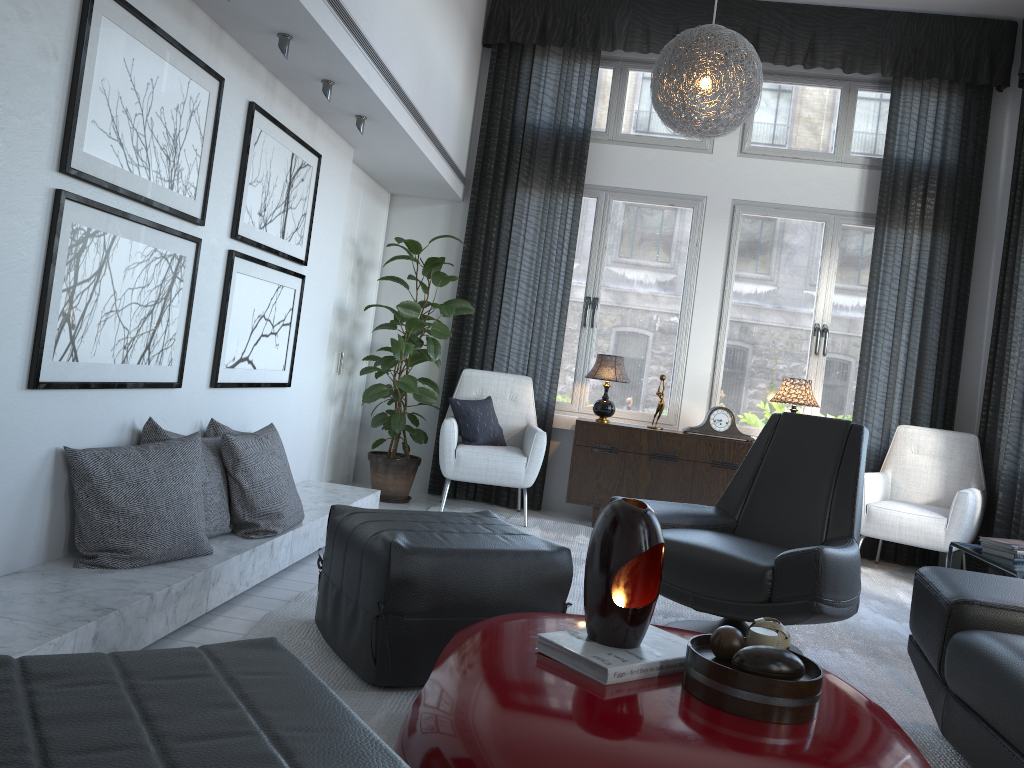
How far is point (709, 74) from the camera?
3.83m

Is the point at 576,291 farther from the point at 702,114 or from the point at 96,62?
the point at 96,62

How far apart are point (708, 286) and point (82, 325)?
3.94m

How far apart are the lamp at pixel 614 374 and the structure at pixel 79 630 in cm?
145

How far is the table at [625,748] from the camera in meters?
1.4 m

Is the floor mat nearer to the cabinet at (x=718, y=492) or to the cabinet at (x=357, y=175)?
the cabinet at (x=718, y=492)

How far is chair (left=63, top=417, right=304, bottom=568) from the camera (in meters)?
2.48

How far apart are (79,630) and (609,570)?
1.2m

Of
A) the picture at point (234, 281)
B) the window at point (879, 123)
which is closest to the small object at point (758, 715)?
the picture at point (234, 281)

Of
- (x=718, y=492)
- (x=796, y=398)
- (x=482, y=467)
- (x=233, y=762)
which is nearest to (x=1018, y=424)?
(x=796, y=398)
